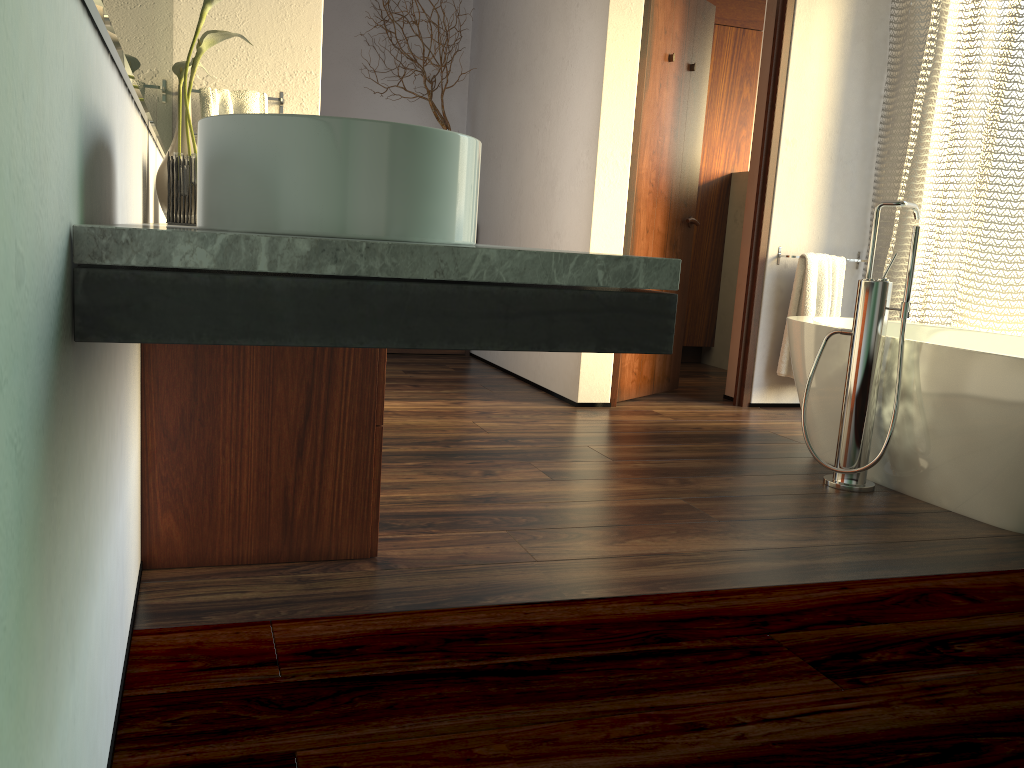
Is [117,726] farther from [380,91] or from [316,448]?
[380,91]

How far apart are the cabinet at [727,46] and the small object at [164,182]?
4.1 meters

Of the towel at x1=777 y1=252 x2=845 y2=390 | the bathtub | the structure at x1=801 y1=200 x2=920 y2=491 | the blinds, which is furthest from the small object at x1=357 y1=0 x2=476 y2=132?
the structure at x1=801 y1=200 x2=920 y2=491

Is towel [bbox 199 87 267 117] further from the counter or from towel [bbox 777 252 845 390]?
towel [bbox 777 252 845 390]

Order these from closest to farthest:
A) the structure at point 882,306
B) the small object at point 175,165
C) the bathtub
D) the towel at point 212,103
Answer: the small object at point 175,165 < the bathtub < the structure at point 882,306 < the towel at point 212,103

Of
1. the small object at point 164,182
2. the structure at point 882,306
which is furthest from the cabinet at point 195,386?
the structure at point 882,306

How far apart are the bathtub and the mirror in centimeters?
221cm

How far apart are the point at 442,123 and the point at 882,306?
3.2 meters

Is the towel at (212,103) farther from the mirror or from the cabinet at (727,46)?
the cabinet at (727,46)

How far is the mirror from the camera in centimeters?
94cm
